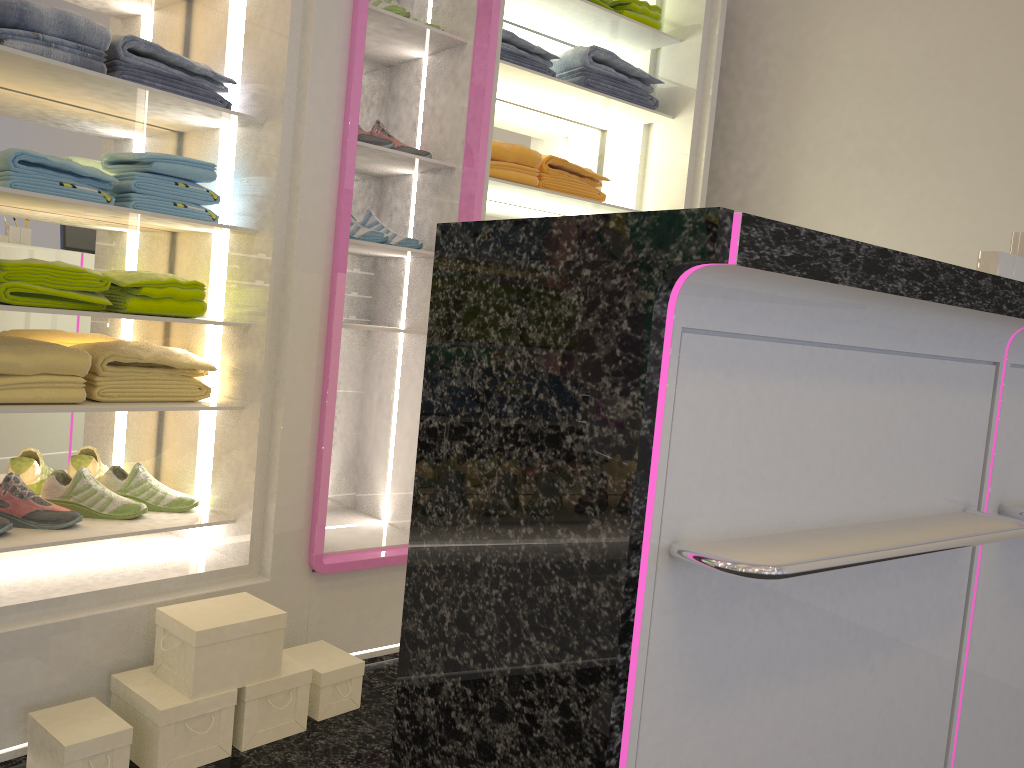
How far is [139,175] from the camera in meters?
2.3

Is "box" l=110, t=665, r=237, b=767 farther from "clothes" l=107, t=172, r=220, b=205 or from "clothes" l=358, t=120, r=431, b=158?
"clothes" l=358, t=120, r=431, b=158

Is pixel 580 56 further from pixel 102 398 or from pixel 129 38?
pixel 102 398

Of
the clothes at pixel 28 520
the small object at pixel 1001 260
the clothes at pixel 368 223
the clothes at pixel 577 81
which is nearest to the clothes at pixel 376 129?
the clothes at pixel 368 223

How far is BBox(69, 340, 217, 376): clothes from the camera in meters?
A: 2.3 m

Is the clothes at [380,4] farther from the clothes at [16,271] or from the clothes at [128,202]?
the clothes at [16,271]

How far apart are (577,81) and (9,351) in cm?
213

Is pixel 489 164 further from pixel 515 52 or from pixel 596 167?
pixel 596 167

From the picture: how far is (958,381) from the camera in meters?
1.6 m

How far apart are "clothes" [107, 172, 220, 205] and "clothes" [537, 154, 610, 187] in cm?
124
